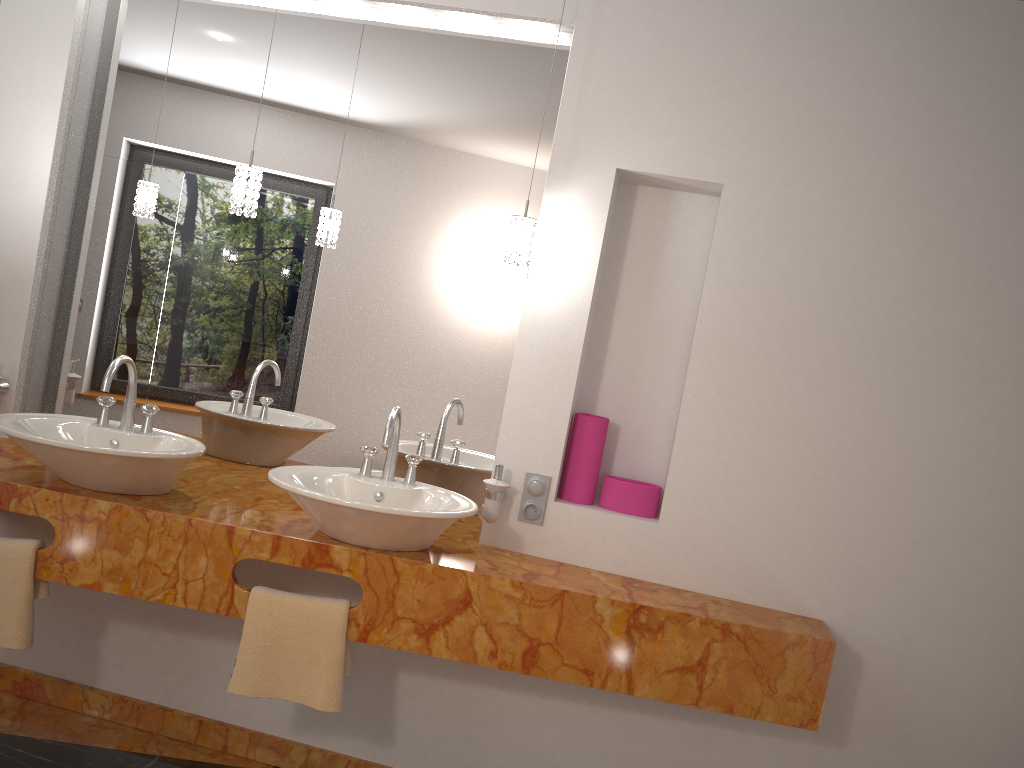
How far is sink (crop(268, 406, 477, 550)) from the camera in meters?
2.1

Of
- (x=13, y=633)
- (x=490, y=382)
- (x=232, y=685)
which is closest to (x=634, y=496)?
(x=490, y=382)

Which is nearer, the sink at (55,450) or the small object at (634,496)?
the sink at (55,450)

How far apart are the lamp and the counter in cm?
81

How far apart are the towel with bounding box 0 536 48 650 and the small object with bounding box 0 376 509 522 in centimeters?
70cm

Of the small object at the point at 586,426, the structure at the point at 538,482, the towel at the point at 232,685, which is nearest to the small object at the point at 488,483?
the structure at the point at 538,482

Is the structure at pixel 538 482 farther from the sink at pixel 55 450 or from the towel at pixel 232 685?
the sink at pixel 55 450

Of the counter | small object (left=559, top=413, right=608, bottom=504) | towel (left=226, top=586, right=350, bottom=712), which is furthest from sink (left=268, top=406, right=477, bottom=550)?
small object (left=559, top=413, right=608, bottom=504)

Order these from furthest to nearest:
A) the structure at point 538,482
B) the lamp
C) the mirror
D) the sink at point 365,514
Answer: the mirror → the structure at point 538,482 → the lamp → the sink at point 365,514

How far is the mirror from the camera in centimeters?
268cm
